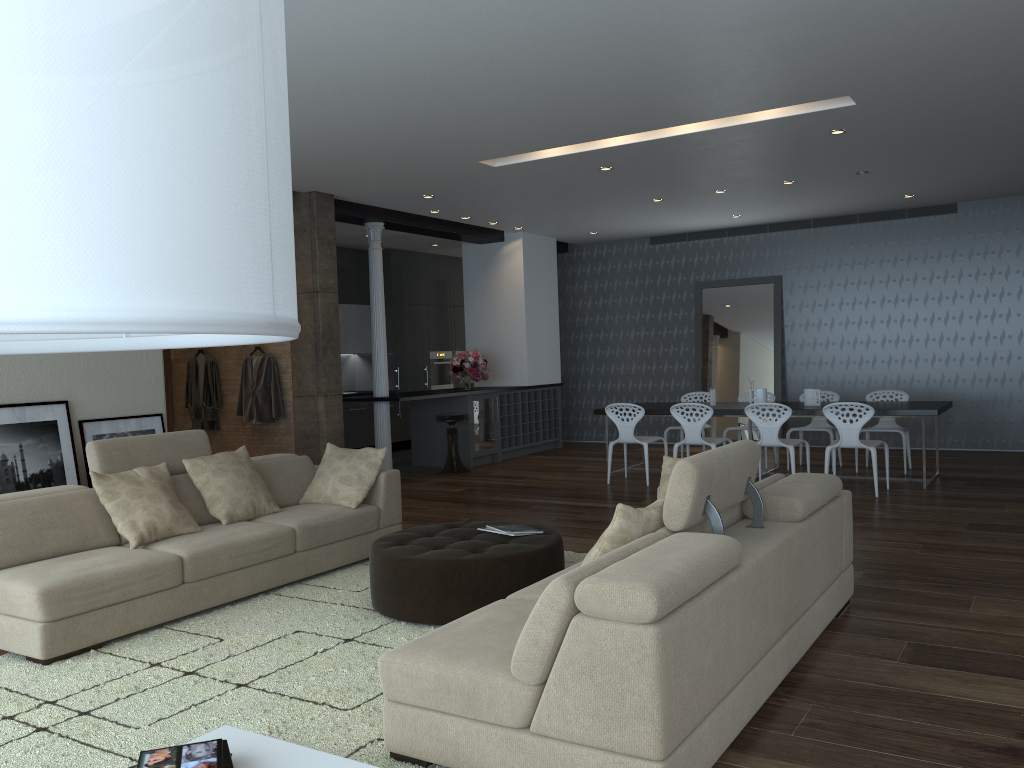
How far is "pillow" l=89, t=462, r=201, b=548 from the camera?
4.76m

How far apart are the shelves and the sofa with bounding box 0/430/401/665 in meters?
5.3

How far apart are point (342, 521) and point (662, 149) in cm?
402

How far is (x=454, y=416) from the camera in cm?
1016

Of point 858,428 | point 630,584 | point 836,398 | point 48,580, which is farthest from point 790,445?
point 48,580

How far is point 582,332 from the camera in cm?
1344

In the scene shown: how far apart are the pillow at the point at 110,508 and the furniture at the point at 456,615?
1.1m

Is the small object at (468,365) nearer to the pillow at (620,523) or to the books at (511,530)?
the books at (511,530)

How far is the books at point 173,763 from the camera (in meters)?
2.40

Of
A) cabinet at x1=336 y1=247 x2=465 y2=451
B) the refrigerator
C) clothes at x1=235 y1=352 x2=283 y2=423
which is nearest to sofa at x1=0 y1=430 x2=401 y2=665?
clothes at x1=235 y1=352 x2=283 y2=423
